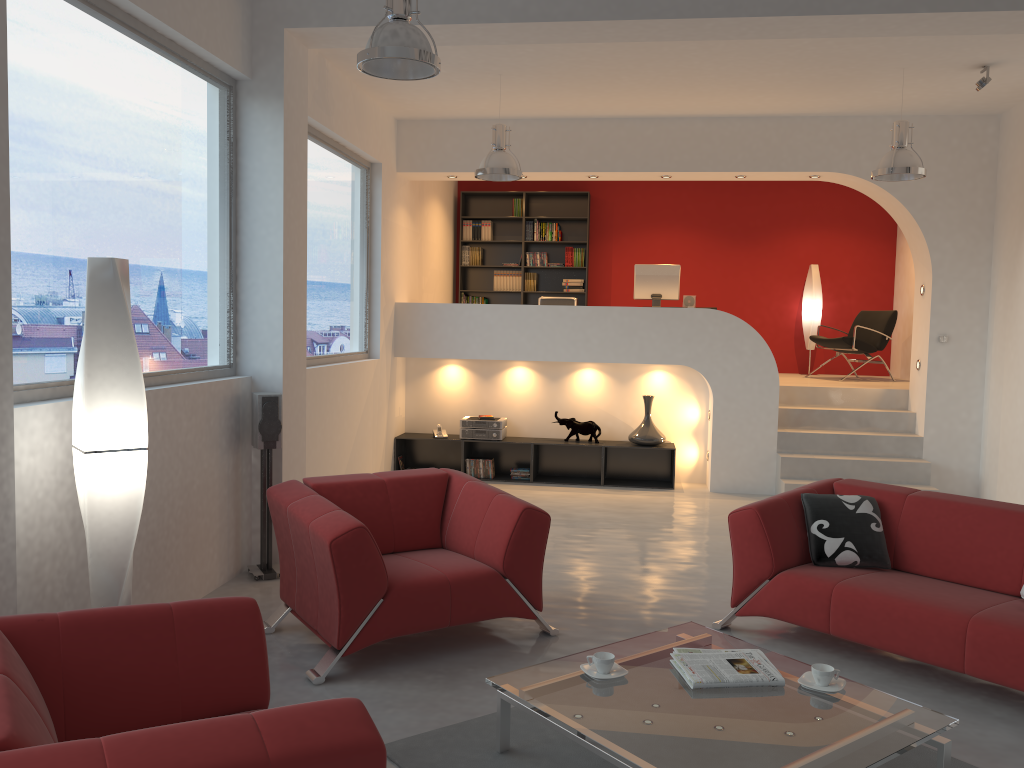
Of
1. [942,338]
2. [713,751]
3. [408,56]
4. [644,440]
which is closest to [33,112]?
[408,56]

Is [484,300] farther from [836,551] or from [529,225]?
[836,551]

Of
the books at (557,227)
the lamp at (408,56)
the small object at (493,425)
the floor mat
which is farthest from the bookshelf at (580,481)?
the floor mat

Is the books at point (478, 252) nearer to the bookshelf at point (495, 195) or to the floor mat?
the bookshelf at point (495, 195)

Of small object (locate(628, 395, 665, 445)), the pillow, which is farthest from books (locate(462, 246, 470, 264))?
the pillow

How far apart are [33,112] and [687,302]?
6.5m

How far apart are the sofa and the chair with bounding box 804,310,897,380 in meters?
5.3

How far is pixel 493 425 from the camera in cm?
874

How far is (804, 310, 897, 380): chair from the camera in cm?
976

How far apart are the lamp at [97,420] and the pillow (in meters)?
3.13
